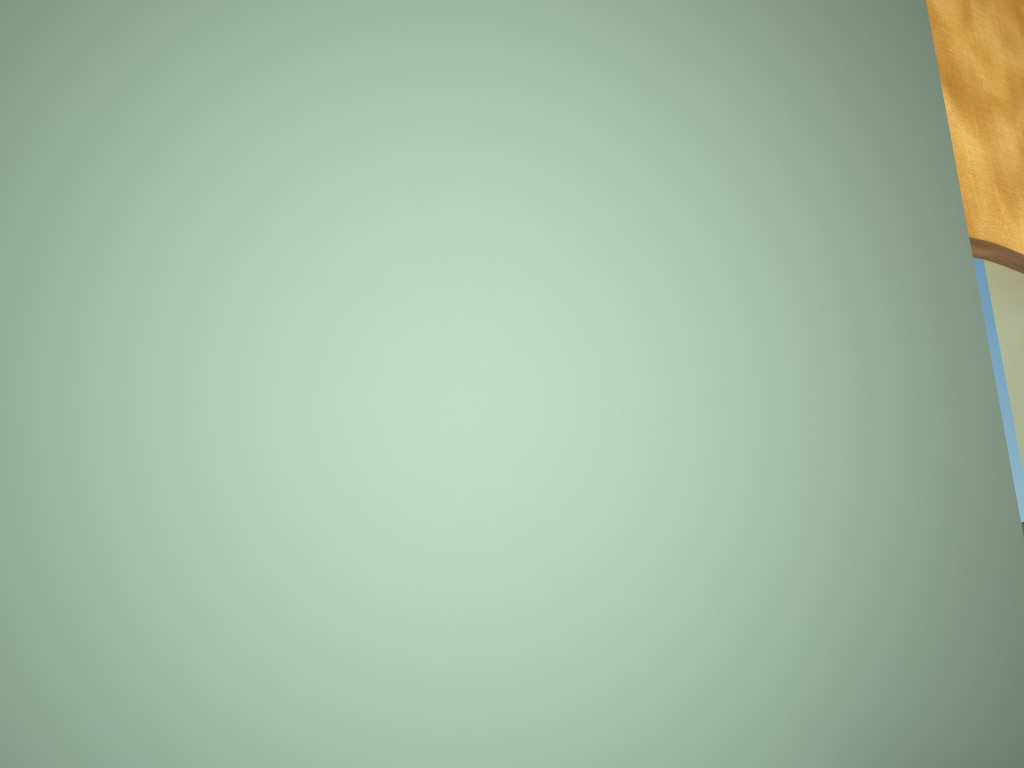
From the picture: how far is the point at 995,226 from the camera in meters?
2.1

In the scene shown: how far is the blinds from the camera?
2.08m

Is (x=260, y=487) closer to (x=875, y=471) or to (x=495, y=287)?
(x=495, y=287)

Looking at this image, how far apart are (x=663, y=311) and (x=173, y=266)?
0.6m

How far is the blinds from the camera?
2.1m
